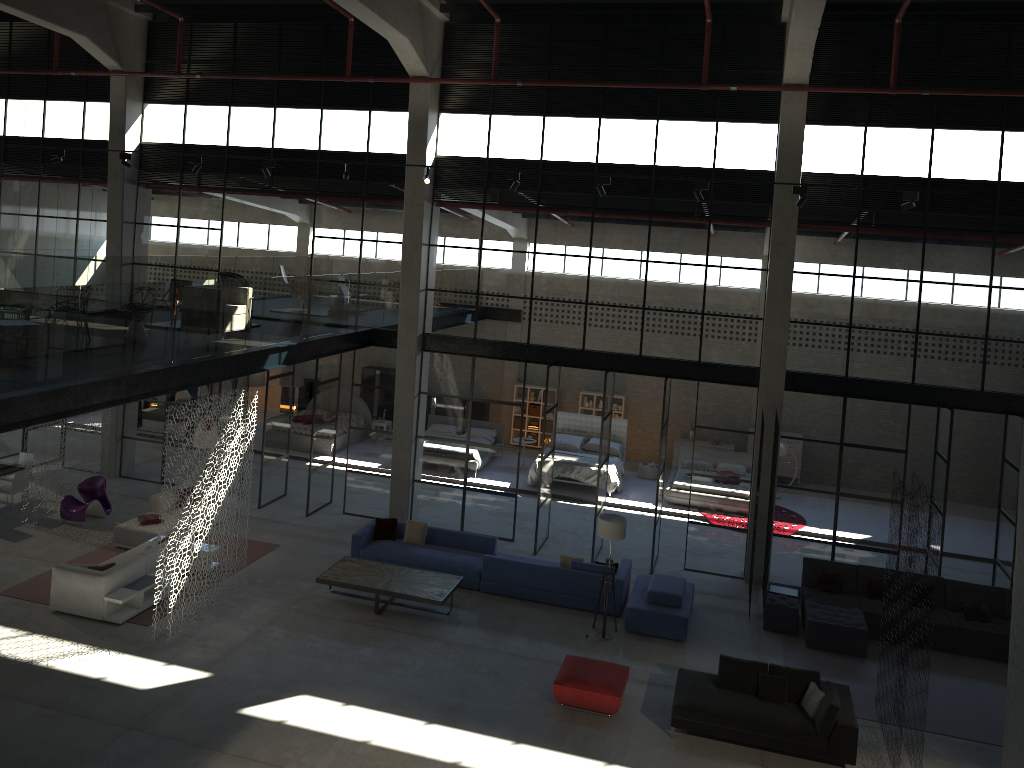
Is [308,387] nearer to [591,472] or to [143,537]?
[591,472]

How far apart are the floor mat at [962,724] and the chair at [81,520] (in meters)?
12.70

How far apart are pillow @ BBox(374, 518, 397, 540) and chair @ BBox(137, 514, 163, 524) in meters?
4.0 m

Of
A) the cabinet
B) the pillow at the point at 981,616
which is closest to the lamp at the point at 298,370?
the cabinet

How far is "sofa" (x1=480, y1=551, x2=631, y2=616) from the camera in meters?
14.5 m

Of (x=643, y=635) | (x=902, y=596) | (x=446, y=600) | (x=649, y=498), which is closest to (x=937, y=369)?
(x=902, y=596)

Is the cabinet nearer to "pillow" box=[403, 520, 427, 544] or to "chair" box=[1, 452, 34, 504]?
"chair" box=[1, 452, 34, 504]

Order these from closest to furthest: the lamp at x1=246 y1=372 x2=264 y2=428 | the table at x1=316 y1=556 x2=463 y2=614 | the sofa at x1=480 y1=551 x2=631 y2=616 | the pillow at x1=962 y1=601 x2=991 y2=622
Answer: the table at x1=316 y1=556 x2=463 y2=614 → the pillow at x1=962 y1=601 x2=991 y2=622 → the sofa at x1=480 y1=551 x2=631 y2=616 → the lamp at x1=246 y1=372 x2=264 y2=428

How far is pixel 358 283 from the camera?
21.95m

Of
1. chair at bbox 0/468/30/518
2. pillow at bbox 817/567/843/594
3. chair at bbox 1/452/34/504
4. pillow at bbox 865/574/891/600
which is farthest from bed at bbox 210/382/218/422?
pillow at bbox 865/574/891/600
